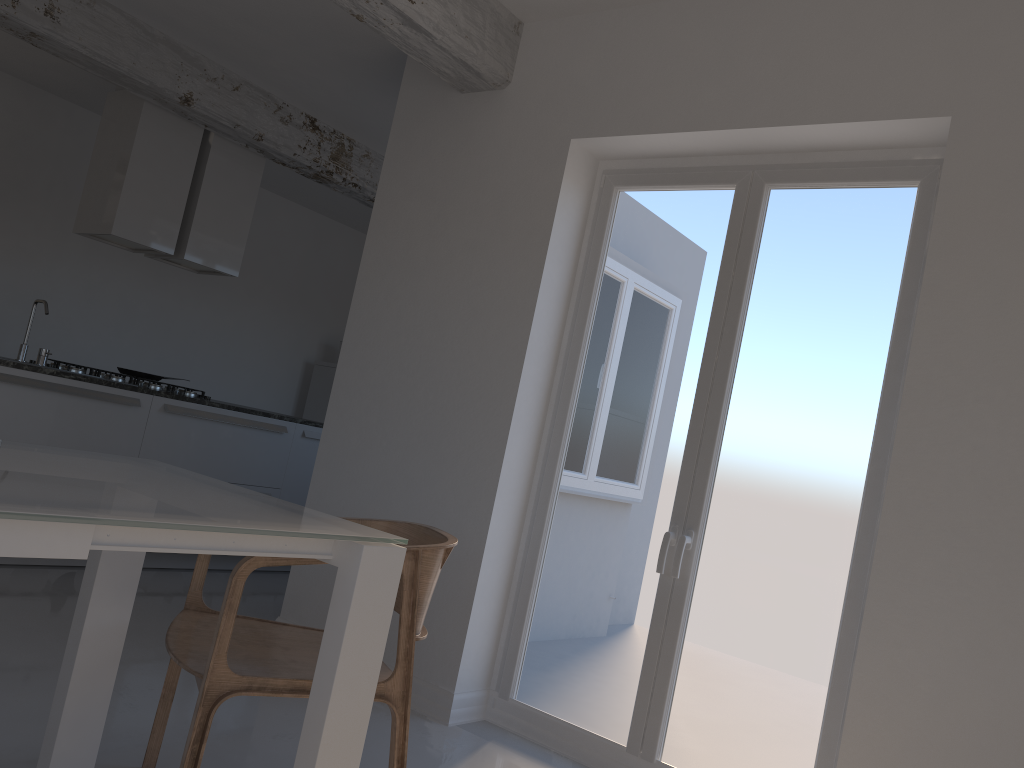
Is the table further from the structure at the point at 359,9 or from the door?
the structure at the point at 359,9

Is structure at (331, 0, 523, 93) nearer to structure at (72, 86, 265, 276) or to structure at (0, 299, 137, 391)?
structure at (72, 86, 265, 276)

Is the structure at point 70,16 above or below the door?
above

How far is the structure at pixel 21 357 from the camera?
4.71m

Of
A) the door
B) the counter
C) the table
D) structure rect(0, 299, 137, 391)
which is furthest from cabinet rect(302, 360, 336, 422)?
the table

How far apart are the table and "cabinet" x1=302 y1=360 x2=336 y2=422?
5.9m

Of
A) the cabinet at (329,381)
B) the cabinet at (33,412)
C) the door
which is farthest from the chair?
the cabinet at (329,381)

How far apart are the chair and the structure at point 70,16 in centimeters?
324cm

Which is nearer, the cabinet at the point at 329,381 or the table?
the table

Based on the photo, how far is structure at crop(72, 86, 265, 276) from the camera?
5.2m
